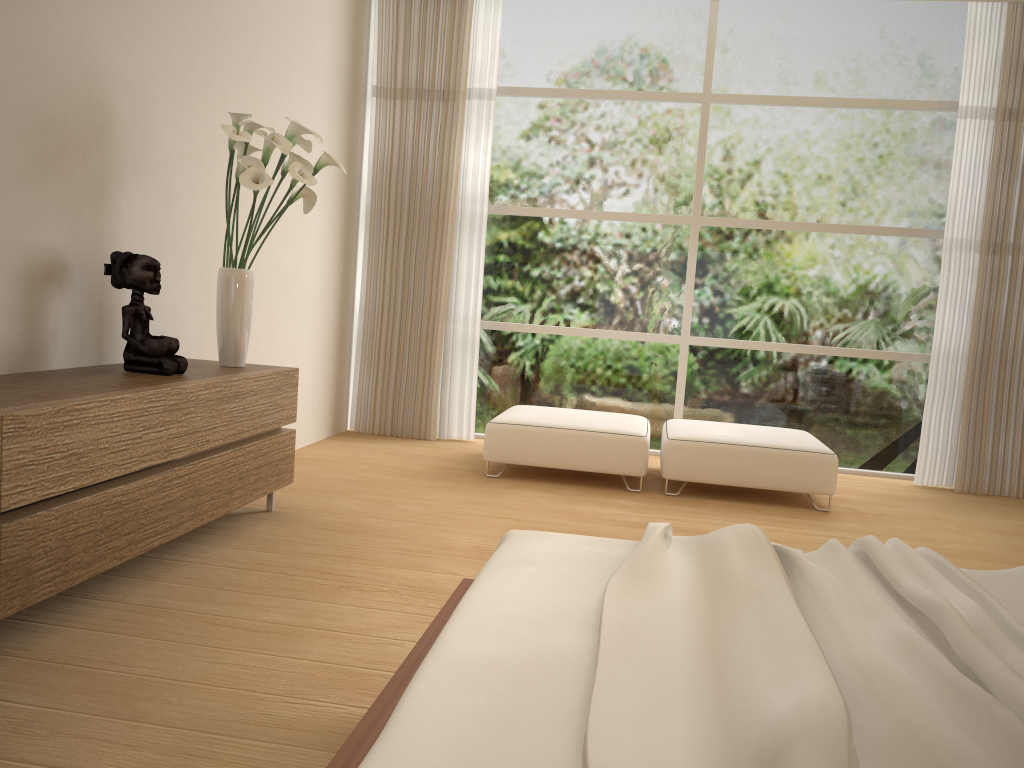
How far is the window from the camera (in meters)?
6.01

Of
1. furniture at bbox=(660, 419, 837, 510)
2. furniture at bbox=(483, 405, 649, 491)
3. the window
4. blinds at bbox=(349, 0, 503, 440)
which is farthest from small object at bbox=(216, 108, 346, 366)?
the window

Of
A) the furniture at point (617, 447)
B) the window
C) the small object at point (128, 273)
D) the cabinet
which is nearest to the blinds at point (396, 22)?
the window

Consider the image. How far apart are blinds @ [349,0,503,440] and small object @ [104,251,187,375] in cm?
295

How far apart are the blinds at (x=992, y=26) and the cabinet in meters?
4.2

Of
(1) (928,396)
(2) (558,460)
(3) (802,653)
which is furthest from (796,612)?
(1) (928,396)

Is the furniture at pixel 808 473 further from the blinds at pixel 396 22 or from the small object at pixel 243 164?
the small object at pixel 243 164

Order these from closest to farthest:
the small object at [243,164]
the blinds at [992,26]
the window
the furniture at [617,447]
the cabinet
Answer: the cabinet
the small object at [243,164]
the furniture at [617,447]
the blinds at [992,26]
the window

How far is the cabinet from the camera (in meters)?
2.32

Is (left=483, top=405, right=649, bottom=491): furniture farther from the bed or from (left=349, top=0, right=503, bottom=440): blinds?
the bed
